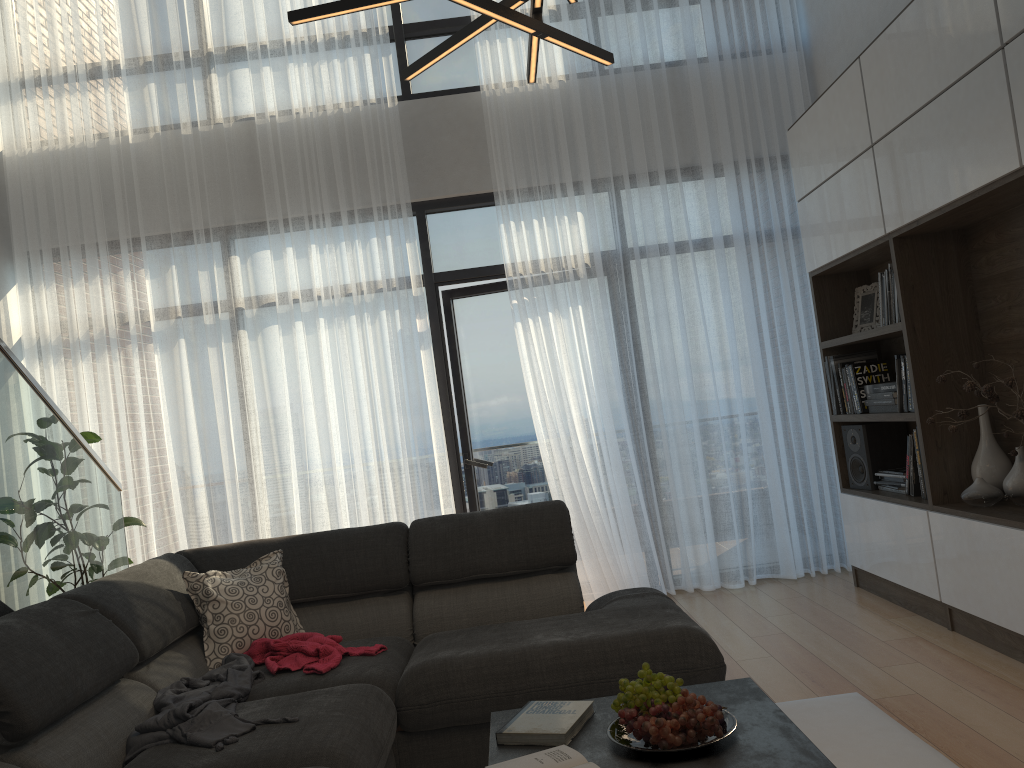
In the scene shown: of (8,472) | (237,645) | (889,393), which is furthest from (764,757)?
(889,393)

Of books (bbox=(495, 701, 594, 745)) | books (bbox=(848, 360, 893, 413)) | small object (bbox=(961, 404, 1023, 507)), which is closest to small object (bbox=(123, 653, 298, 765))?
books (bbox=(495, 701, 594, 745))

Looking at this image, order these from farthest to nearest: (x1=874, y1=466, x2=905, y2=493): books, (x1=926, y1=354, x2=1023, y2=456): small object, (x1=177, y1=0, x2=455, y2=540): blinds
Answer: (x1=177, y1=0, x2=455, y2=540): blinds < (x1=874, y1=466, x2=905, y2=493): books < (x1=926, y1=354, x2=1023, y2=456): small object

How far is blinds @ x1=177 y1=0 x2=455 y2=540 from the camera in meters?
5.1

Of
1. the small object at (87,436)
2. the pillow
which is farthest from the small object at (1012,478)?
the small object at (87,436)

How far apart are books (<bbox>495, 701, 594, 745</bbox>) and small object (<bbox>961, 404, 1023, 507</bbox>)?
2.06m

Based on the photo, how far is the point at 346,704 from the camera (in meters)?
2.37

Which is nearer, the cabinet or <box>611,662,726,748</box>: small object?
<box>611,662,726,748</box>: small object

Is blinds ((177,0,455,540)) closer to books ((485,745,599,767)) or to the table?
the table

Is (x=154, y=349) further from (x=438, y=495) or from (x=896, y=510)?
(x=896, y=510)
